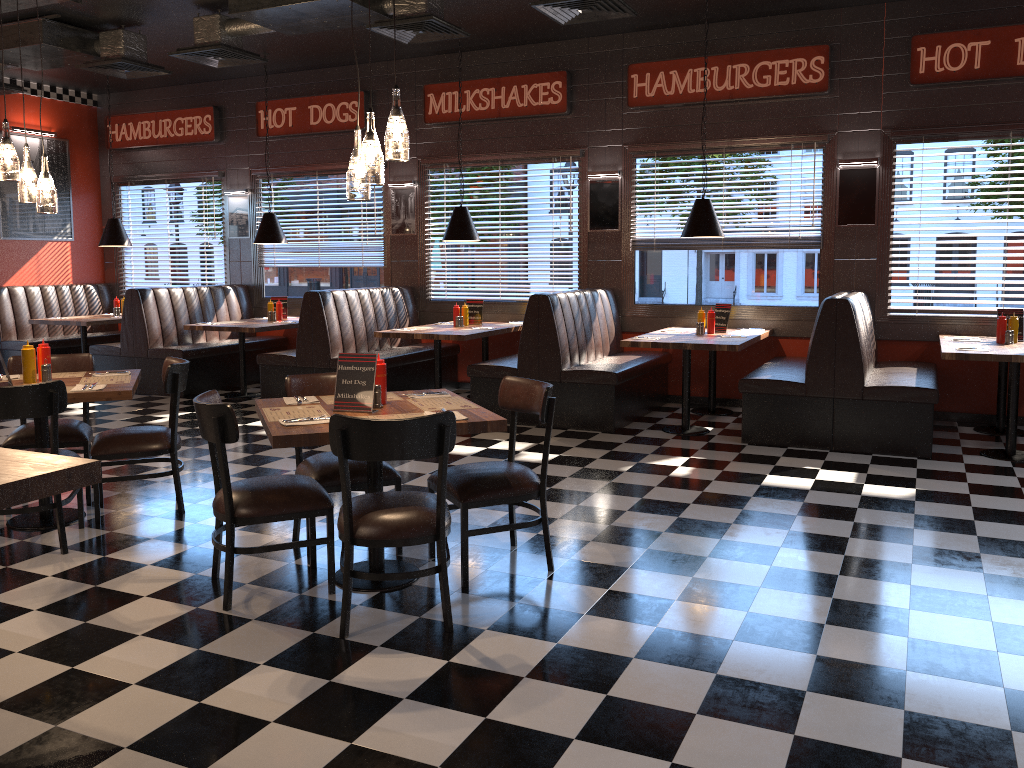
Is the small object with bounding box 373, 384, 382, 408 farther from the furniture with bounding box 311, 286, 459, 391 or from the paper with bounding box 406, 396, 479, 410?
the furniture with bounding box 311, 286, 459, 391

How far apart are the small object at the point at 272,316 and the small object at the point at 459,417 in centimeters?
651cm

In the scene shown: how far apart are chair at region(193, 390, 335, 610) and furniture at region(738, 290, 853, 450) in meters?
4.0

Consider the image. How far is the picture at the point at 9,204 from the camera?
10.7 meters

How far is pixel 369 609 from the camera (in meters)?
3.72

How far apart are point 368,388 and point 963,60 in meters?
6.2

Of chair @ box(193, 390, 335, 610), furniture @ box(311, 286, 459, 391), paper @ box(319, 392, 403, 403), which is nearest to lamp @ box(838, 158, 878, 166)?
furniture @ box(311, 286, 459, 391)

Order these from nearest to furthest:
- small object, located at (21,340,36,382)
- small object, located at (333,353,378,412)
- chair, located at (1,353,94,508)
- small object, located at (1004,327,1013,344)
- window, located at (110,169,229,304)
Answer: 1. small object, located at (333,353,378,412)
2. small object, located at (21,340,36,382)
3. chair, located at (1,353,94,508)
4. small object, located at (1004,327,1013,344)
5. window, located at (110,169,229,304)

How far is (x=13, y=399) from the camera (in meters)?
4.21

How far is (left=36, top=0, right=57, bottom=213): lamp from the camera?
4.8 meters
